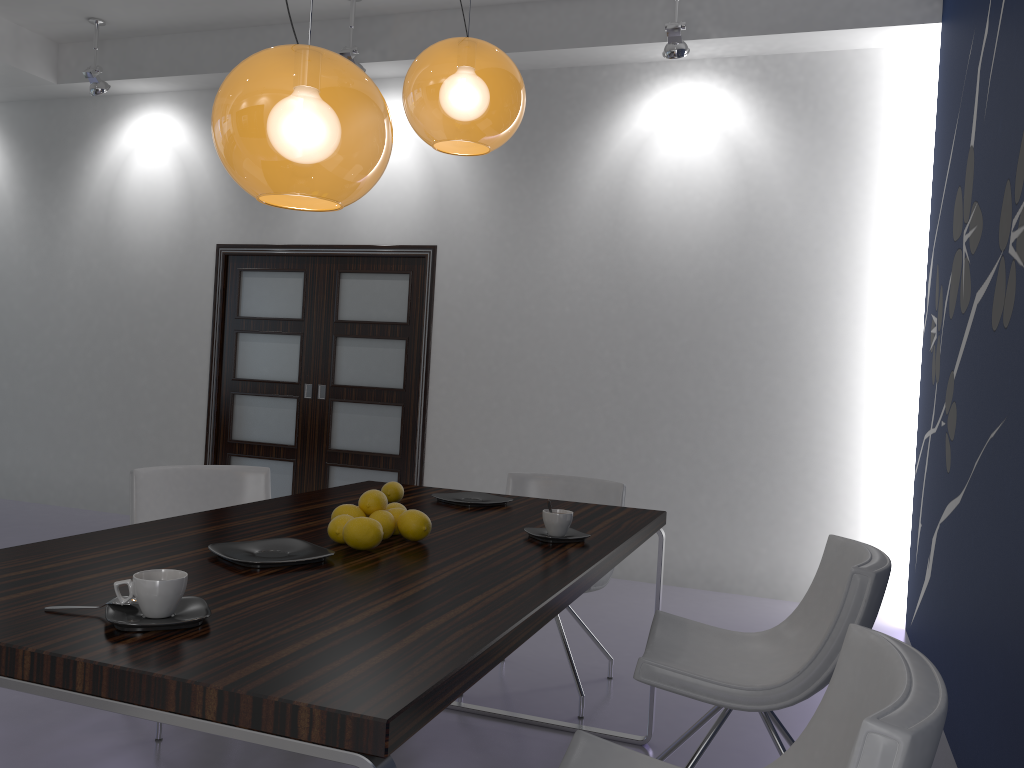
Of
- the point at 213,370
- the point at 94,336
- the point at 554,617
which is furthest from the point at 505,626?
the point at 94,336

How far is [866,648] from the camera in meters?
1.5

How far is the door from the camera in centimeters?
600cm

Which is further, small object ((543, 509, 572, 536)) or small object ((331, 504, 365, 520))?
small object ((543, 509, 572, 536))

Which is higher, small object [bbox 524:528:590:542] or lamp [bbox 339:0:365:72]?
lamp [bbox 339:0:365:72]

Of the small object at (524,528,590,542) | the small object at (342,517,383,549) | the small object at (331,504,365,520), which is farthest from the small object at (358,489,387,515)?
the small object at (524,528,590,542)

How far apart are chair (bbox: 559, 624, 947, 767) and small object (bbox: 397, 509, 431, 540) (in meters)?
0.64

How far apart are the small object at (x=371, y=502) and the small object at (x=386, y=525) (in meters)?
0.03

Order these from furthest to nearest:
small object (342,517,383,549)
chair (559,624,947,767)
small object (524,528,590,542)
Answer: small object (524,528,590,542) → small object (342,517,383,549) → chair (559,624,947,767)

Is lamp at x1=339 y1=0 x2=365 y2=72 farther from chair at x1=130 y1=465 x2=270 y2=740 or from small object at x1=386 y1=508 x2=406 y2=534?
small object at x1=386 y1=508 x2=406 y2=534
